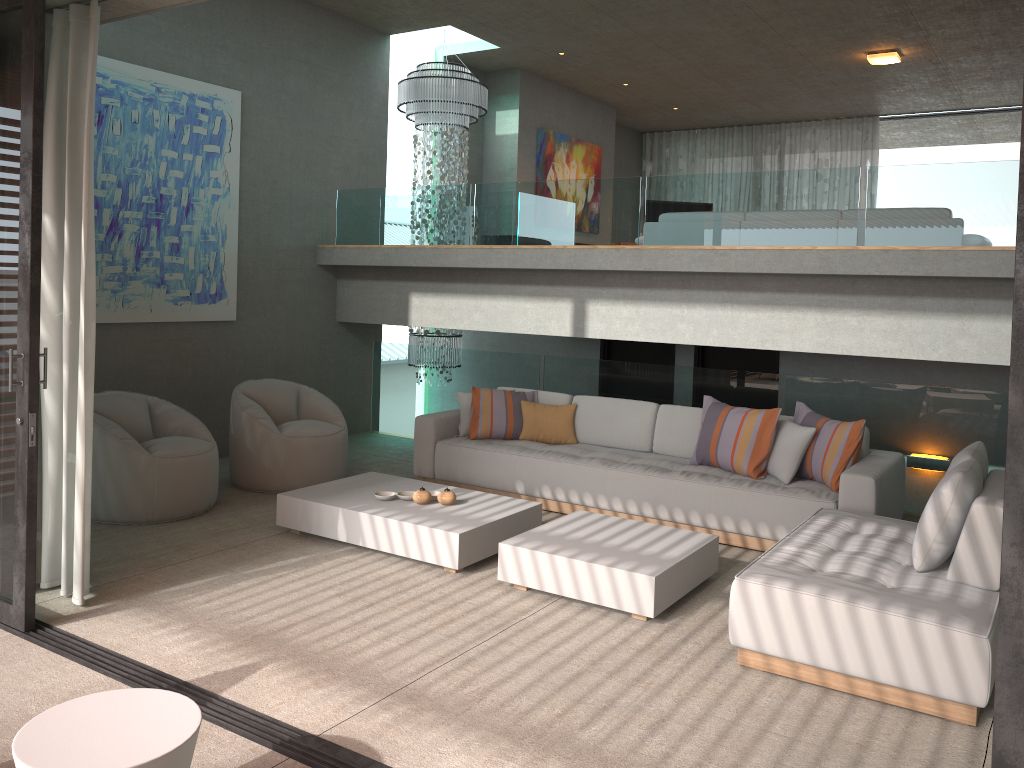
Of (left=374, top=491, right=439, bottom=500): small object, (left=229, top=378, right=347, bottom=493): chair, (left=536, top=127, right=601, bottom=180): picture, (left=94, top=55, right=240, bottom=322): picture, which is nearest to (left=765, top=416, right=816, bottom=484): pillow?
(left=374, top=491, right=439, bottom=500): small object

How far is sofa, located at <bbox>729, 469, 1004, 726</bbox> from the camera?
3.4 meters

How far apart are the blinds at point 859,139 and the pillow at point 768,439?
7.9m

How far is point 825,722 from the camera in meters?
3.5

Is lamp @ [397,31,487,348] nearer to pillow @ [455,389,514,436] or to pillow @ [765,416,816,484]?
pillow @ [455,389,514,436]

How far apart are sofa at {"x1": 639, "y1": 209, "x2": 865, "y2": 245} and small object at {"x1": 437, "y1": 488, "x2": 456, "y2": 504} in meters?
4.5 m

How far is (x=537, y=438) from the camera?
7.0m

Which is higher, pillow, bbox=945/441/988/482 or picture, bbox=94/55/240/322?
picture, bbox=94/55/240/322

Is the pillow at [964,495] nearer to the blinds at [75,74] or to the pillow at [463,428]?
the pillow at [463,428]

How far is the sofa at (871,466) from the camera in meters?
5.5 m
